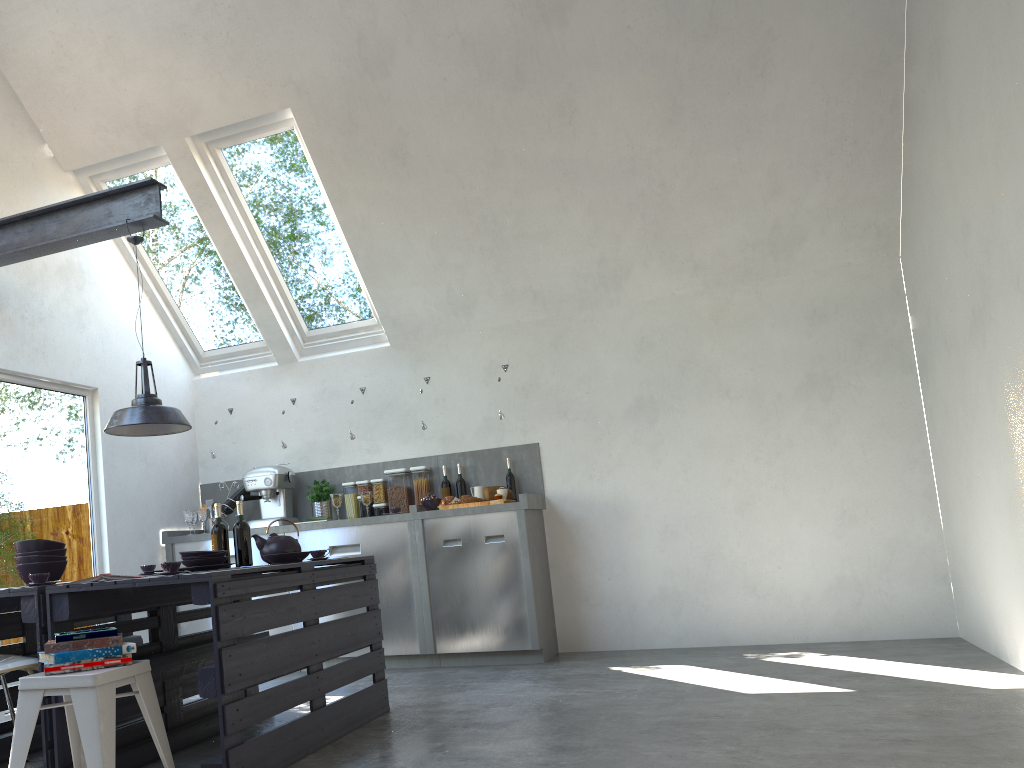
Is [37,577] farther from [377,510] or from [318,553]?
[377,510]

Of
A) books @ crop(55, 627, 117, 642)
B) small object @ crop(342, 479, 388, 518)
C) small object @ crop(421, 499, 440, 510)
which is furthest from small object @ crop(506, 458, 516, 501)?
books @ crop(55, 627, 117, 642)

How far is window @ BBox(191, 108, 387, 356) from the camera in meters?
5.9

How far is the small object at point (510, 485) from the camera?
6.2 meters

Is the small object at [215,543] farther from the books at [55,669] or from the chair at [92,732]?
the books at [55,669]

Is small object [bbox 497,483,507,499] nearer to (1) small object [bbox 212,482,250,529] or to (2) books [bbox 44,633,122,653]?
(1) small object [bbox 212,482,250,529]

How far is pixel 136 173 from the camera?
6.2 meters

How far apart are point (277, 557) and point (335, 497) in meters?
2.1 m

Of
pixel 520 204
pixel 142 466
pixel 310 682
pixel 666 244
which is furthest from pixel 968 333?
pixel 142 466

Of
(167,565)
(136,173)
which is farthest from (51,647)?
(136,173)
